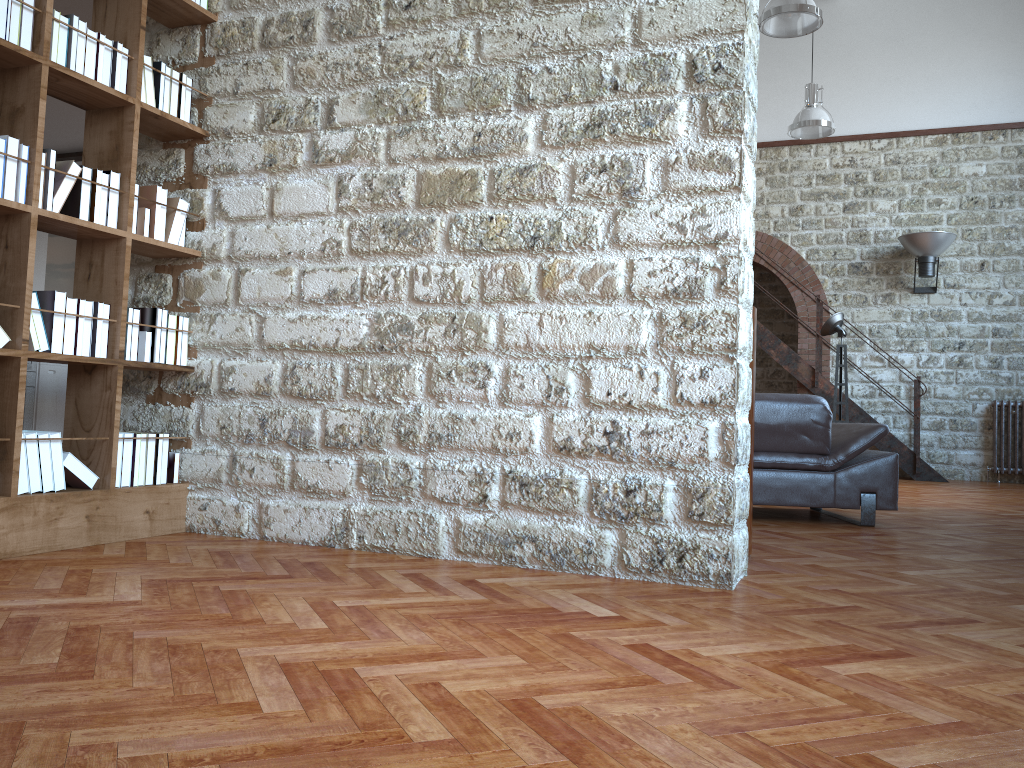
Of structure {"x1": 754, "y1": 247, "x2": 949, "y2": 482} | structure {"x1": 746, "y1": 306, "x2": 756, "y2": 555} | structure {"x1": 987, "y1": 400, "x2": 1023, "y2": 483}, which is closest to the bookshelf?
structure {"x1": 746, "y1": 306, "x2": 756, "y2": 555}

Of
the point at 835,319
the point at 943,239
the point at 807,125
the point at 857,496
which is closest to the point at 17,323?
the point at 857,496

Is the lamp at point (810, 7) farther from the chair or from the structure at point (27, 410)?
the structure at point (27, 410)

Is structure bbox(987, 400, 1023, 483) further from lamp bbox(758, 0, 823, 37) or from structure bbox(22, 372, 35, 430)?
structure bbox(22, 372, 35, 430)

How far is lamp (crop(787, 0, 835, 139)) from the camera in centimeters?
1028cm

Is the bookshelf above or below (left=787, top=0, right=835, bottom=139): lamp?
below

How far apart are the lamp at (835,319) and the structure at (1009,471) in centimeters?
283cm

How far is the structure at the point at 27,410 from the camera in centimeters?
902cm

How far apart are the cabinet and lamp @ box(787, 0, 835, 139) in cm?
836

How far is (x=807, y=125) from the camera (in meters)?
10.28
